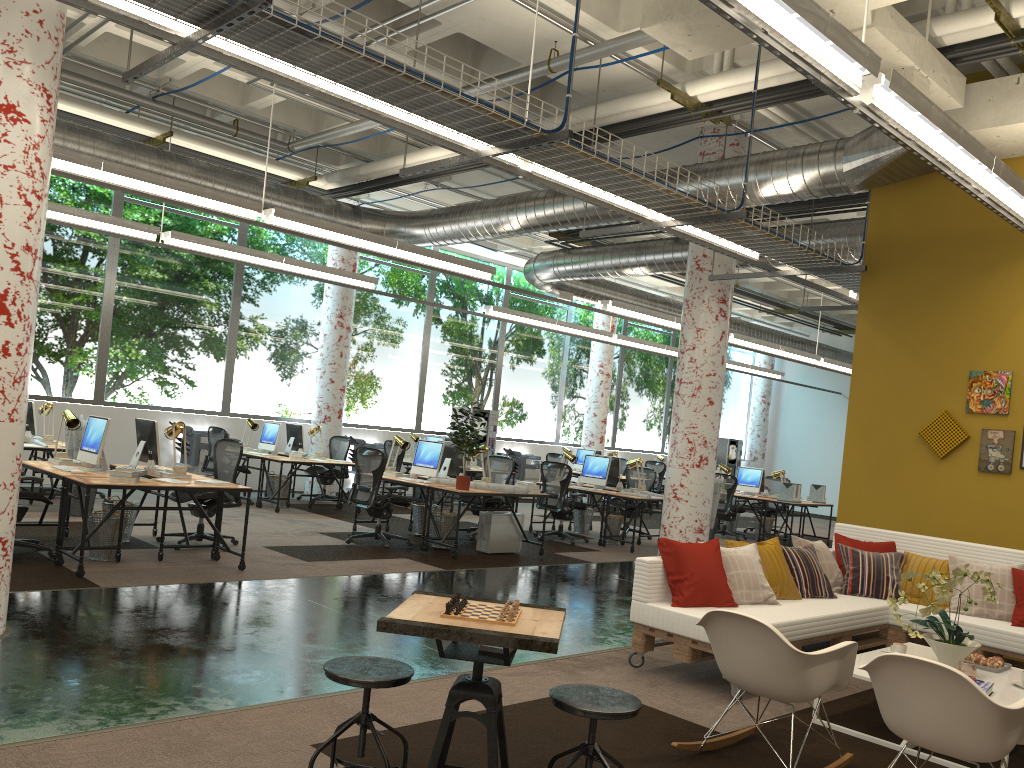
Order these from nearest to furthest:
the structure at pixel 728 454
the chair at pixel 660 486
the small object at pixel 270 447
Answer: the small object at pixel 270 447
the chair at pixel 660 486
the structure at pixel 728 454

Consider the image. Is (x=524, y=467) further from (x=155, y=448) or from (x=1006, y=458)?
(x=1006, y=458)

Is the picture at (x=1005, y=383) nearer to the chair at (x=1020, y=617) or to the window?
the chair at (x=1020, y=617)

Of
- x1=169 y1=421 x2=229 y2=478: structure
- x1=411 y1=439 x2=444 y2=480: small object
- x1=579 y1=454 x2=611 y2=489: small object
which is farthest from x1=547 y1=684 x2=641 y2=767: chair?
x1=169 y1=421 x2=229 y2=478: structure

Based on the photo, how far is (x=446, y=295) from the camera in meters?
17.8 m

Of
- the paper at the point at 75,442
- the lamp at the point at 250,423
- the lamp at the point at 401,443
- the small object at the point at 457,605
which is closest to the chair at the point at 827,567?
the small object at the point at 457,605

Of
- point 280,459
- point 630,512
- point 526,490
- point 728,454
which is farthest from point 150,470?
point 728,454

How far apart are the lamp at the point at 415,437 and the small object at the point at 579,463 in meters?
4.0

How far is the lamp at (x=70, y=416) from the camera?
8.02m

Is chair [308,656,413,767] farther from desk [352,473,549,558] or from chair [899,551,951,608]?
desk [352,473,549,558]
